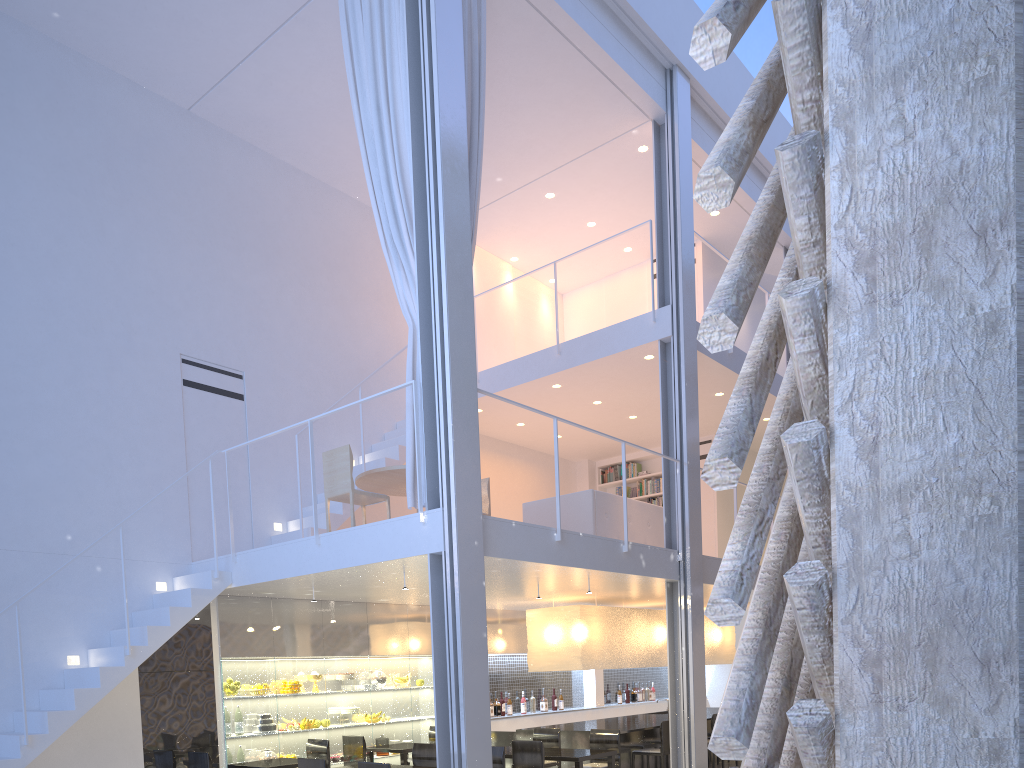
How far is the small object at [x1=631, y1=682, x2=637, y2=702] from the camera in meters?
7.3 m

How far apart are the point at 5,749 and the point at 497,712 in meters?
3.3

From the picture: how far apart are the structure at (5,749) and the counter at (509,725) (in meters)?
1.85

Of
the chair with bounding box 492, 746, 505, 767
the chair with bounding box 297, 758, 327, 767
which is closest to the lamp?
the chair with bounding box 492, 746, 505, 767

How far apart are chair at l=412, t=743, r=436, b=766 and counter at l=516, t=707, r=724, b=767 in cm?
129

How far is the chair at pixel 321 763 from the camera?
3.26m

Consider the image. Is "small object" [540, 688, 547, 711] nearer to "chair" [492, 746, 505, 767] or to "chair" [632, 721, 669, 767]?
"chair" [632, 721, 669, 767]

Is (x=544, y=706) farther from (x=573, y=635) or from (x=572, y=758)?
(x=572, y=758)

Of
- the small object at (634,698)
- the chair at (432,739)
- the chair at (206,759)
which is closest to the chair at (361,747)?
the chair at (432,739)

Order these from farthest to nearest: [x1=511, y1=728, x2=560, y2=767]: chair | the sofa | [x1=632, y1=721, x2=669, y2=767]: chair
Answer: [x1=632, y1=721, x2=669, y2=767]: chair → the sofa → [x1=511, y1=728, x2=560, y2=767]: chair
